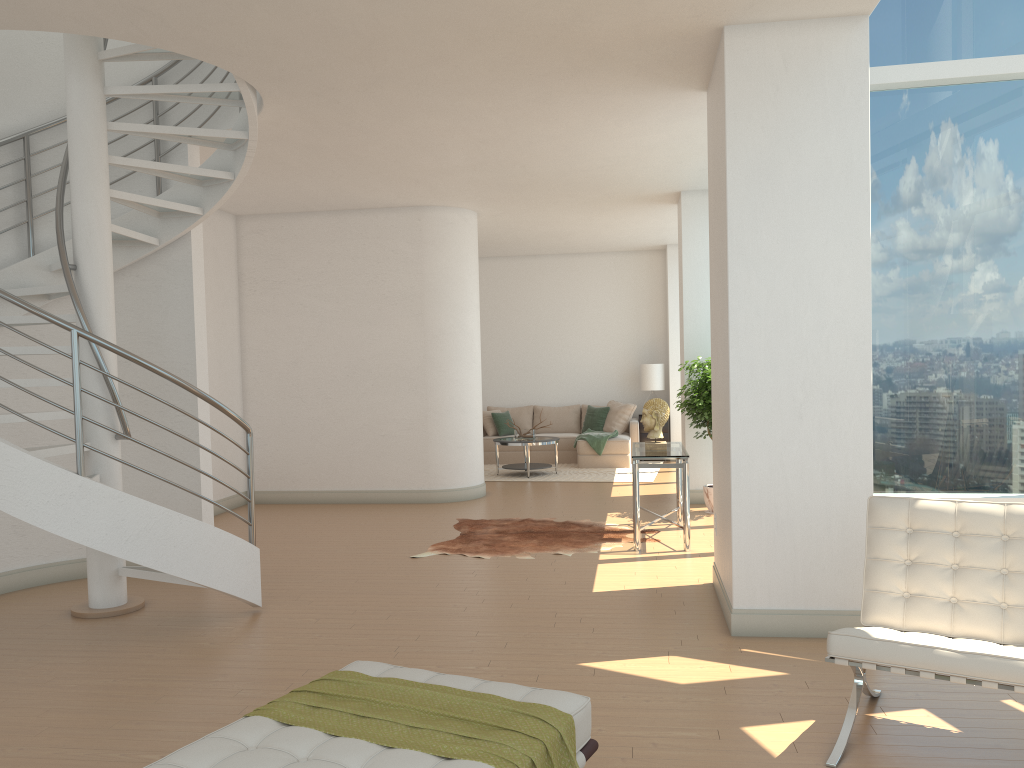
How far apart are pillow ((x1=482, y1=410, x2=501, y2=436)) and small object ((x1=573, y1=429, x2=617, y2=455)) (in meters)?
1.54

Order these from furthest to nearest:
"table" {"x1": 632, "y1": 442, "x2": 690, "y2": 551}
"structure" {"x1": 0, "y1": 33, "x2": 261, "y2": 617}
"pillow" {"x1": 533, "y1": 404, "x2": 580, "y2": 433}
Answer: "pillow" {"x1": 533, "y1": 404, "x2": 580, "y2": 433} → "table" {"x1": 632, "y1": 442, "x2": 690, "y2": 551} → "structure" {"x1": 0, "y1": 33, "x2": 261, "y2": 617}

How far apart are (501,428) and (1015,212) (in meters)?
9.23

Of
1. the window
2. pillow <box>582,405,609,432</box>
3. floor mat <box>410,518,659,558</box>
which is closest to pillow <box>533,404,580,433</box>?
pillow <box>582,405,609,432</box>

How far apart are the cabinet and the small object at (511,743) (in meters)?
11.16

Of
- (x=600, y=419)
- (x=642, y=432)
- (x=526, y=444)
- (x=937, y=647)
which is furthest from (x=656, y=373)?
(x=937, y=647)

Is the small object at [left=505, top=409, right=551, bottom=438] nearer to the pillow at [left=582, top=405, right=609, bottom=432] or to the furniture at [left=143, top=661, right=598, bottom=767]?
the pillow at [left=582, top=405, right=609, bottom=432]

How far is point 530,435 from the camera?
12.5 meters

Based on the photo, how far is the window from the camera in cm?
567

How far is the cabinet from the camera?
13.9 meters
